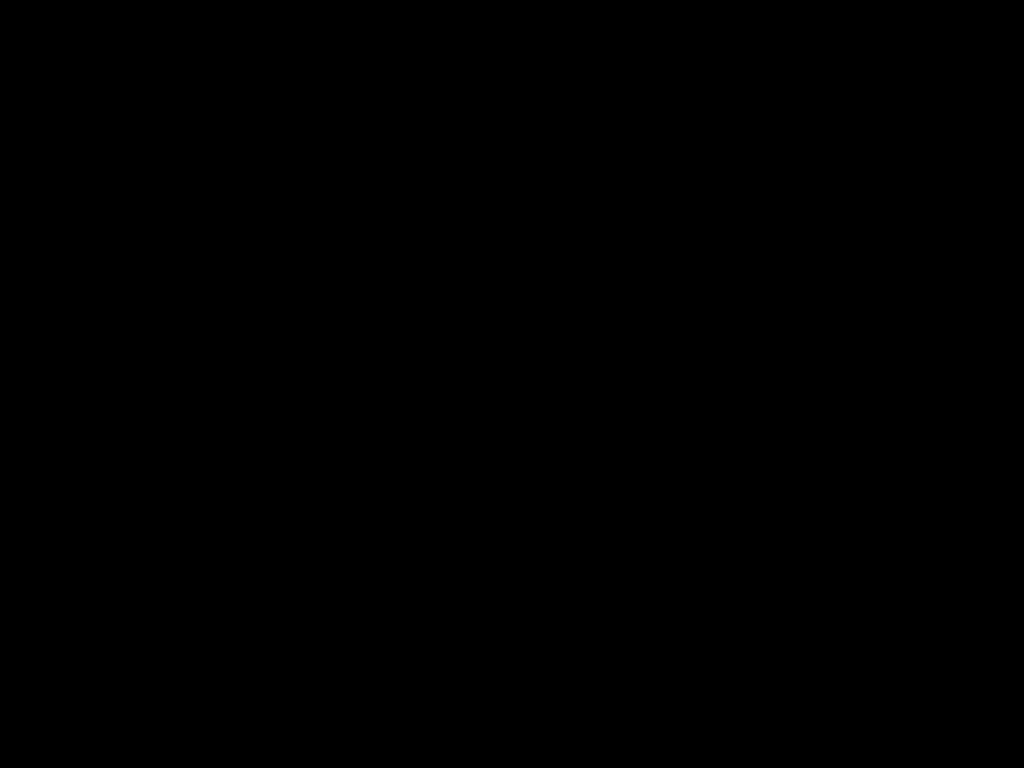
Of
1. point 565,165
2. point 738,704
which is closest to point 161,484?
point 738,704
